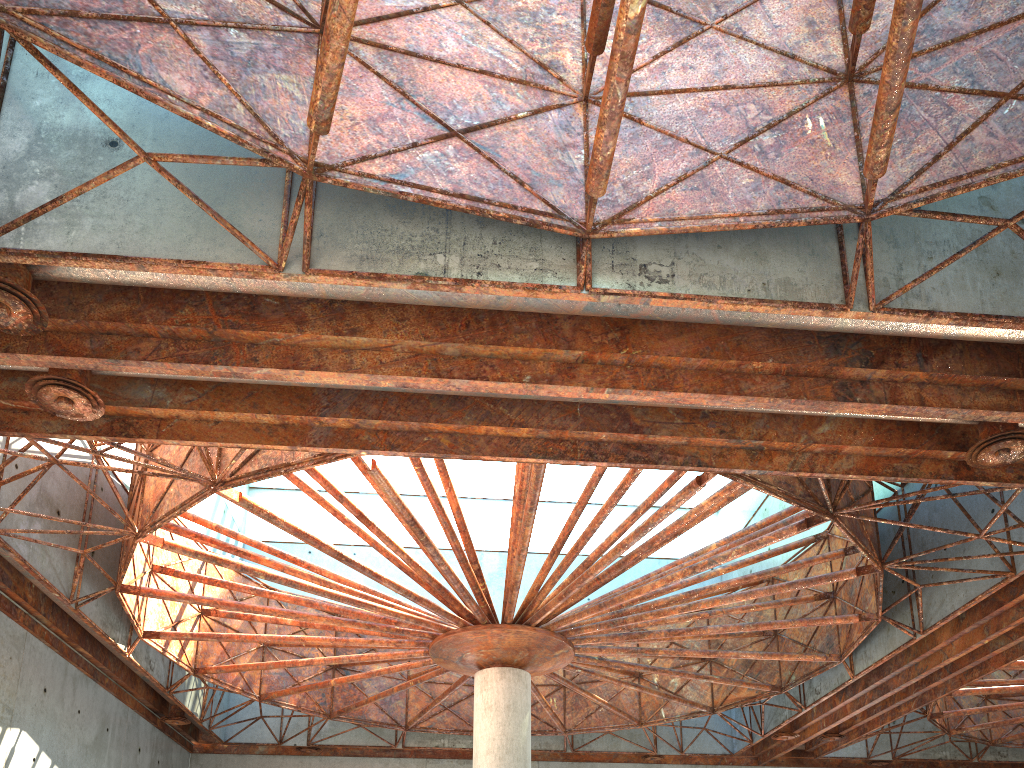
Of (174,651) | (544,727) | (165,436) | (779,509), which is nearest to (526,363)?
(165,436)
